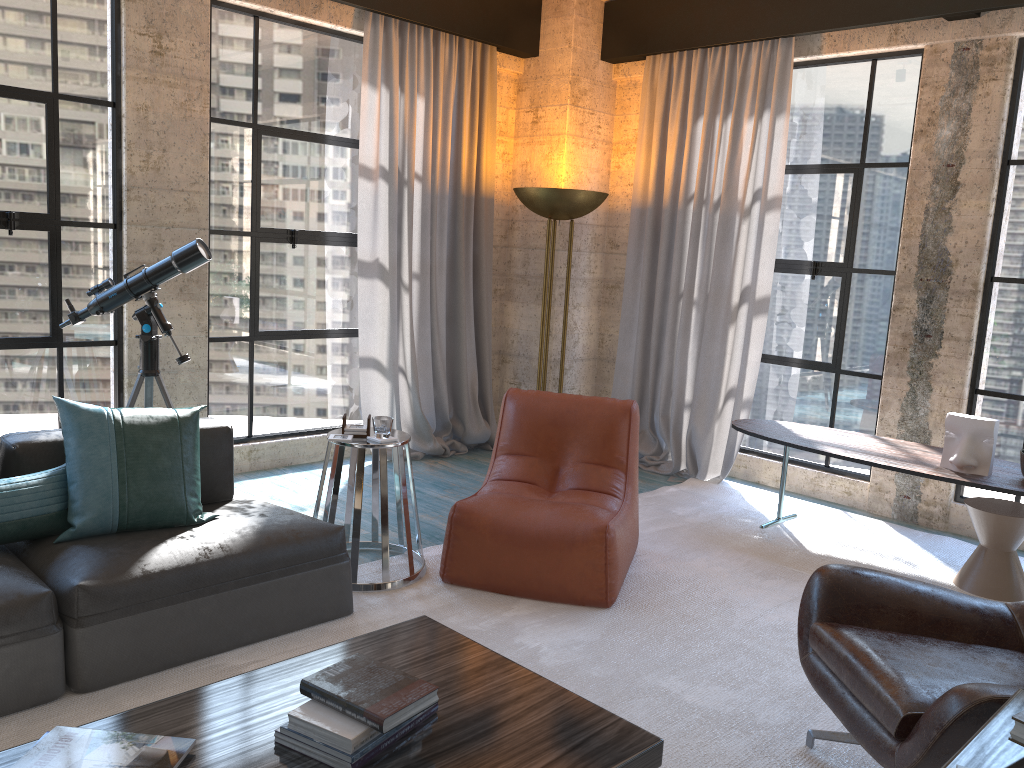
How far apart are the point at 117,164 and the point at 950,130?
4.50m

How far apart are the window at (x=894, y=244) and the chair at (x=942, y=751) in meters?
2.8 m

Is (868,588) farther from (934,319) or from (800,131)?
(800,131)

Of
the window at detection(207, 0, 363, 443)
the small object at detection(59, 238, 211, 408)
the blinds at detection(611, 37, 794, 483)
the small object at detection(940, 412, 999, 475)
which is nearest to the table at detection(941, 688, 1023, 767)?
the small object at detection(940, 412, 999, 475)

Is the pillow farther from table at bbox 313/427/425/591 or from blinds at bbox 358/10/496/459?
blinds at bbox 358/10/496/459

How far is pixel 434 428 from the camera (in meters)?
6.09

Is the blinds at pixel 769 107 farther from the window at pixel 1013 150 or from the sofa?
the sofa

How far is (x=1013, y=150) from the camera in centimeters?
475cm

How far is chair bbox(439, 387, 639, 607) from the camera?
3.6 meters

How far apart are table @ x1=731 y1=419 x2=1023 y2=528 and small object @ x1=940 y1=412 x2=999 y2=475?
0.03m
